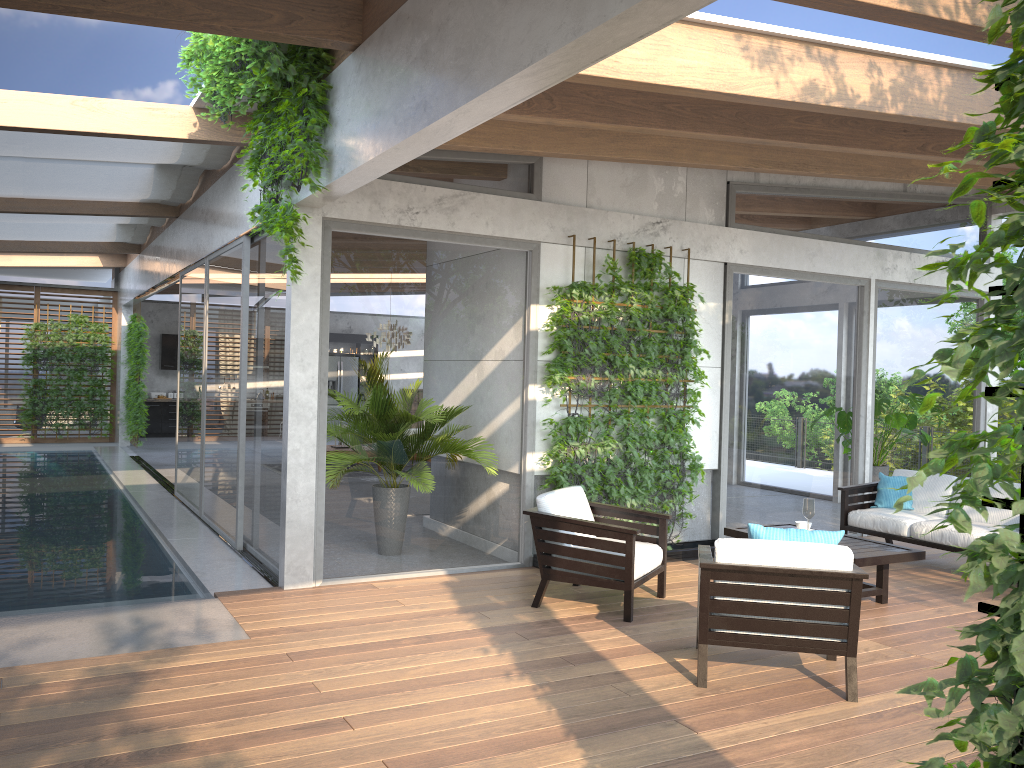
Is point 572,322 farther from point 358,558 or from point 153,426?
point 153,426

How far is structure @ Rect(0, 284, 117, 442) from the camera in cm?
1739

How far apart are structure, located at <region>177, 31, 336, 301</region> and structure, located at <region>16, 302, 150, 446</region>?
10.44m

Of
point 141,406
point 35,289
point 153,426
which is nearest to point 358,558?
point 141,406

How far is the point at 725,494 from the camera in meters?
8.2

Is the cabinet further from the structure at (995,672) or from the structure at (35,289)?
the structure at (995,672)

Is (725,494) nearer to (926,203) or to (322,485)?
(322,485)

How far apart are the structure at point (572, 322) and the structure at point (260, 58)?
2.1 meters

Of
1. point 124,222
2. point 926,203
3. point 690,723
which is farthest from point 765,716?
point 124,222

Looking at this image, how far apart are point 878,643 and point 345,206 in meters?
4.6 m
